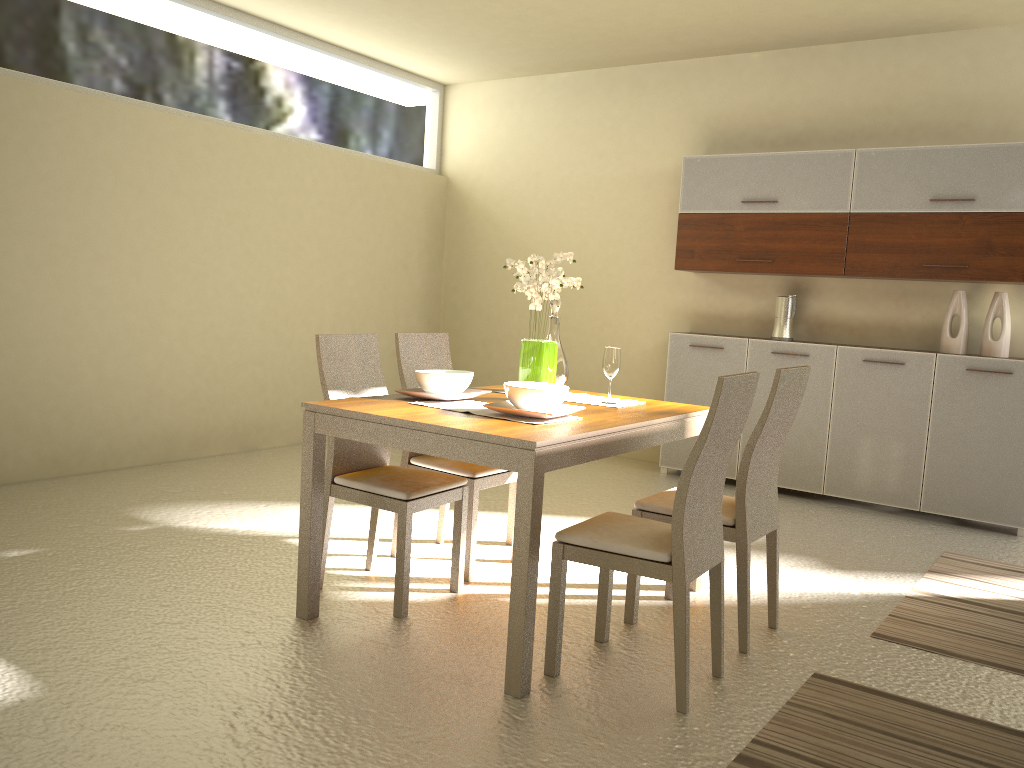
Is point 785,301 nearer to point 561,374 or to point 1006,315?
point 1006,315

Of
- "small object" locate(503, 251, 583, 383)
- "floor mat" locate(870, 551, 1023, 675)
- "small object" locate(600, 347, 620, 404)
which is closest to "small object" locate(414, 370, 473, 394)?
"small object" locate(503, 251, 583, 383)

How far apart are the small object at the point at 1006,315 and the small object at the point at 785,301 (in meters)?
1.14

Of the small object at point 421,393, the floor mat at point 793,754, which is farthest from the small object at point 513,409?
the floor mat at point 793,754

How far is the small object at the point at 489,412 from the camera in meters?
3.2

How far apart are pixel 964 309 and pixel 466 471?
3.4 meters

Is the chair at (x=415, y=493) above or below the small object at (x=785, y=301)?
below

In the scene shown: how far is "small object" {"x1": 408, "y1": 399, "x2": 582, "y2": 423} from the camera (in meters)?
3.15

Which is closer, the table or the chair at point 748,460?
the table

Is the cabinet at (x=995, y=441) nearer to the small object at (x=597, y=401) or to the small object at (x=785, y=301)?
the small object at (x=785, y=301)
